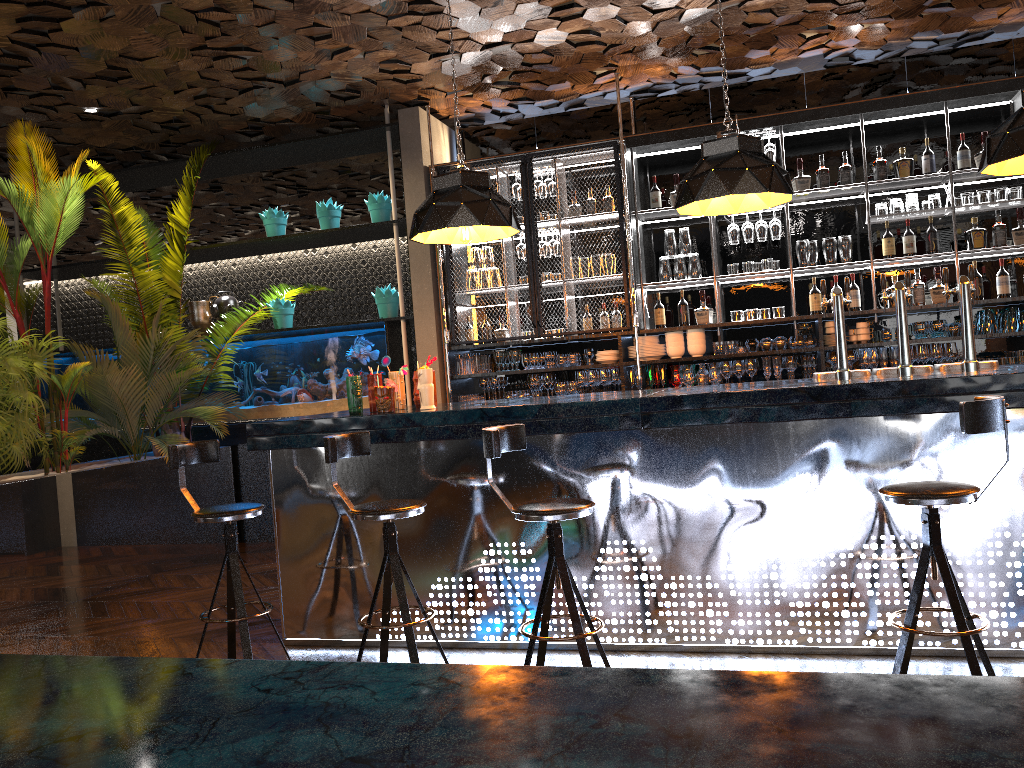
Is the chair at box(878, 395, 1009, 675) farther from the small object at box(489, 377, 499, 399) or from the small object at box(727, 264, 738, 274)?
the small object at box(489, 377, 499, 399)

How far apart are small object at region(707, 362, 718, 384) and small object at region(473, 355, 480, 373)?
1.90m

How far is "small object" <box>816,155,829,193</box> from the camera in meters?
6.7 m

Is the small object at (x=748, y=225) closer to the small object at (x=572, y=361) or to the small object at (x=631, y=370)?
the small object at (x=631, y=370)

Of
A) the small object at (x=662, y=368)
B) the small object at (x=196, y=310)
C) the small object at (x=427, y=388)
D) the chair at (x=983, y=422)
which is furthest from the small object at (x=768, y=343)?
the small object at (x=196, y=310)

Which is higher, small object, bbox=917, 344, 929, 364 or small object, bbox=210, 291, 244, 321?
small object, bbox=210, 291, 244, 321

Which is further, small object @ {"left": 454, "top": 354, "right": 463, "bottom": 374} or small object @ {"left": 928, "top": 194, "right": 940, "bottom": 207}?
small object @ {"left": 454, "top": 354, "right": 463, "bottom": 374}

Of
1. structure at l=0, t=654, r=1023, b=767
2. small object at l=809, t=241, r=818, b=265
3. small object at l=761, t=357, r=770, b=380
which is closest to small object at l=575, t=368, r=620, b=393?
small object at l=761, t=357, r=770, b=380

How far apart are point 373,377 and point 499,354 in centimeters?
263cm

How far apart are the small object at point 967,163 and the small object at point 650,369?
2.67m
